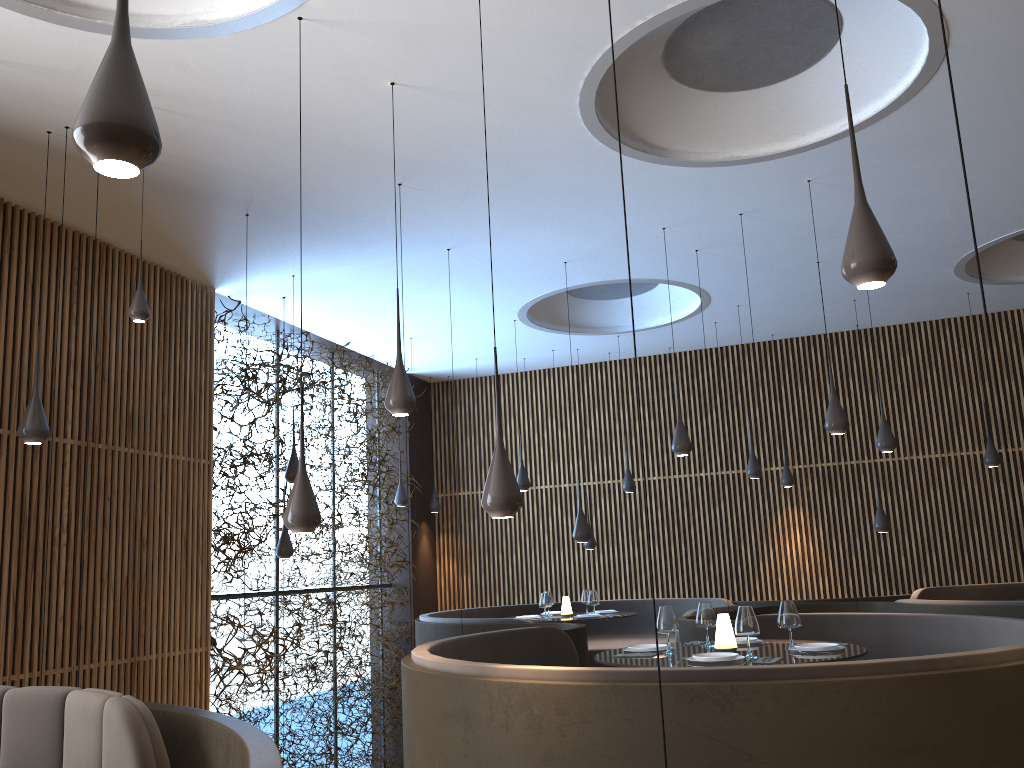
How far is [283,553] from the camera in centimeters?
951cm

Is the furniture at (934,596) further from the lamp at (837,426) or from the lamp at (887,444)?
the lamp at (837,426)

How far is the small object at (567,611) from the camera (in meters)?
10.48

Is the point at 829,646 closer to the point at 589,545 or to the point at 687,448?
the point at 687,448

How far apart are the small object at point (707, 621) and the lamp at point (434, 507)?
8.5 meters

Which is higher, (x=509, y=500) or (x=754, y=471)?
(x=754, y=471)

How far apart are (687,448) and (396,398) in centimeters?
363cm

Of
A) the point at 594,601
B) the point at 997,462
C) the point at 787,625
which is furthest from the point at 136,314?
the point at 997,462

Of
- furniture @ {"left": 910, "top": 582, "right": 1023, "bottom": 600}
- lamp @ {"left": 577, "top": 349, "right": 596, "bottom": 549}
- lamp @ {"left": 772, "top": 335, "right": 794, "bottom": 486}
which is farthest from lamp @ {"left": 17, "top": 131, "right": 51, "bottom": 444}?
lamp @ {"left": 772, "top": 335, "right": 794, "bottom": 486}

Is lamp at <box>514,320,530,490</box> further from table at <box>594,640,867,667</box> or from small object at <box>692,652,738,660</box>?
small object at <box>692,652,738,660</box>
